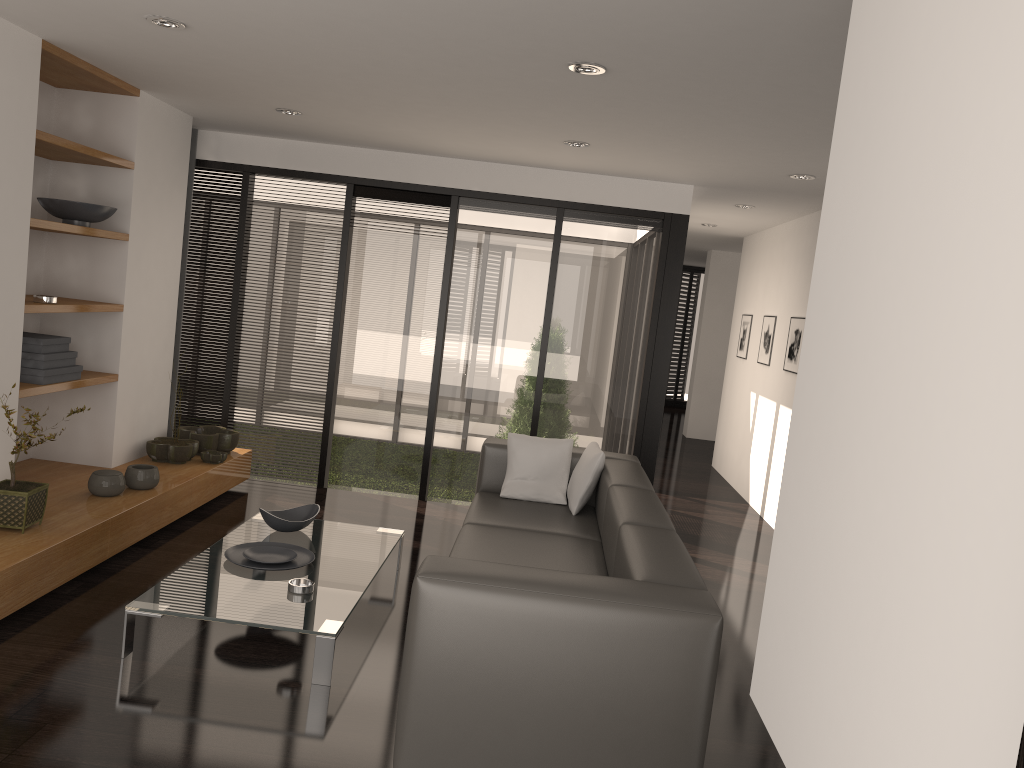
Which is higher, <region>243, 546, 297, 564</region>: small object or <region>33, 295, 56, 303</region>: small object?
<region>33, 295, 56, 303</region>: small object

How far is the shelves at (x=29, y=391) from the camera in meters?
4.2

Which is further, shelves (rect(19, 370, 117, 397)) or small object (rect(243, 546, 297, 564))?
shelves (rect(19, 370, 117, 397))

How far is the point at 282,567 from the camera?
3.9m

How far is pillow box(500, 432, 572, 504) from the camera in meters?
4.9 m

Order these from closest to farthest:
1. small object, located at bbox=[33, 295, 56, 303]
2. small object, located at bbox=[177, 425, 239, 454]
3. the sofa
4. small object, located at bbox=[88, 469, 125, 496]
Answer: the sofa, small object, located at bbox=[33, 295, 56, 303], small object, located at bbox=[88, 469, 125, 496], small object, located at bbox=[177, 425, 239, 454]

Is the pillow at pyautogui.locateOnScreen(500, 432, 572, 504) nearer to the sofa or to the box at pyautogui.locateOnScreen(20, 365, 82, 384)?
the sofa

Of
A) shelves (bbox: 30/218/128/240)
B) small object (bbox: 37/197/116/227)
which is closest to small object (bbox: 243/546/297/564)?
shelves (bbox: 30/218/128/240)

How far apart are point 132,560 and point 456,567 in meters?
2.4

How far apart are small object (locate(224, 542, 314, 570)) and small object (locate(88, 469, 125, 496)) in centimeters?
92cm
